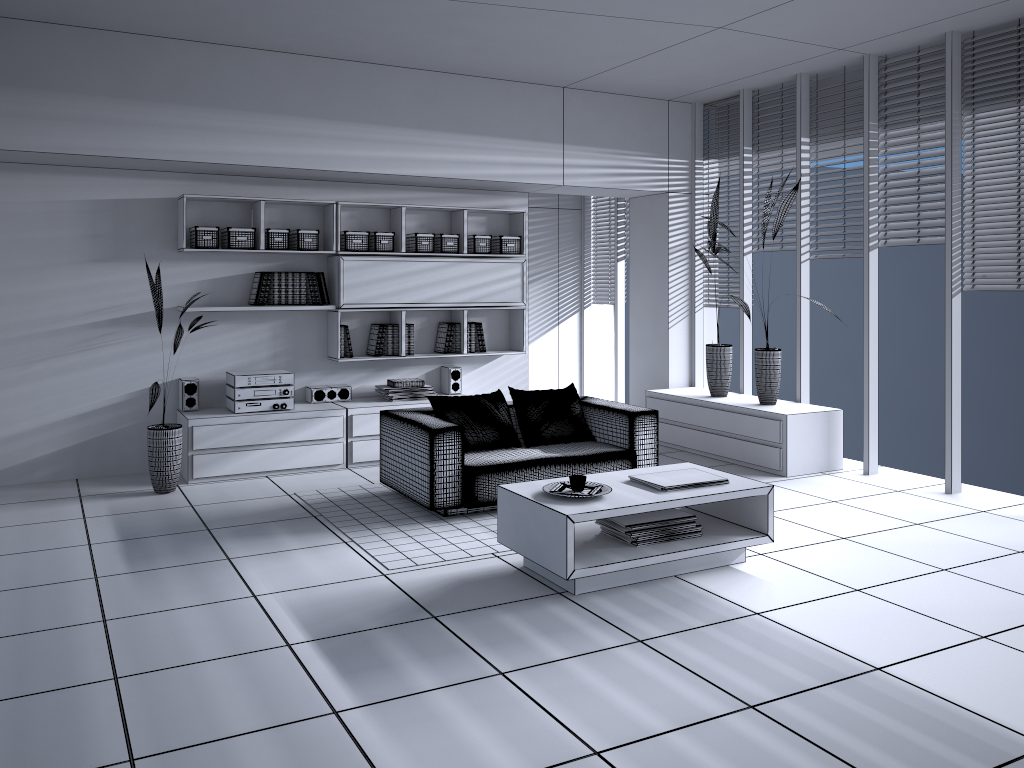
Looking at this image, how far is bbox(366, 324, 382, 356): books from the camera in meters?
7.1

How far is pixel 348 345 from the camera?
7.0m

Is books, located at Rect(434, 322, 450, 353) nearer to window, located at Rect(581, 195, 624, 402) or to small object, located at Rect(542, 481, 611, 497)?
window, located at Rect(581, 195, 624, 402)

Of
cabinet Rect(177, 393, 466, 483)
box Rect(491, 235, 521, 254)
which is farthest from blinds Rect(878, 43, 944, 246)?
cabinet Rect(177, 393, 466, 483)

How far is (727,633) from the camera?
3.59m

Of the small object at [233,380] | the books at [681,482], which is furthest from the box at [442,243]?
the books at [681,482]

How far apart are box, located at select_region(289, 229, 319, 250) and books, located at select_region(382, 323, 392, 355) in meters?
0.9

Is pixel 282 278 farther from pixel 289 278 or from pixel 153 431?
pixel 153 431

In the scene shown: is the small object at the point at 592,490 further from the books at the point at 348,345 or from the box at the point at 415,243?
the box at the point at 415,243

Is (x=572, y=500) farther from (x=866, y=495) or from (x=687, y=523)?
(x=866, y=495)
